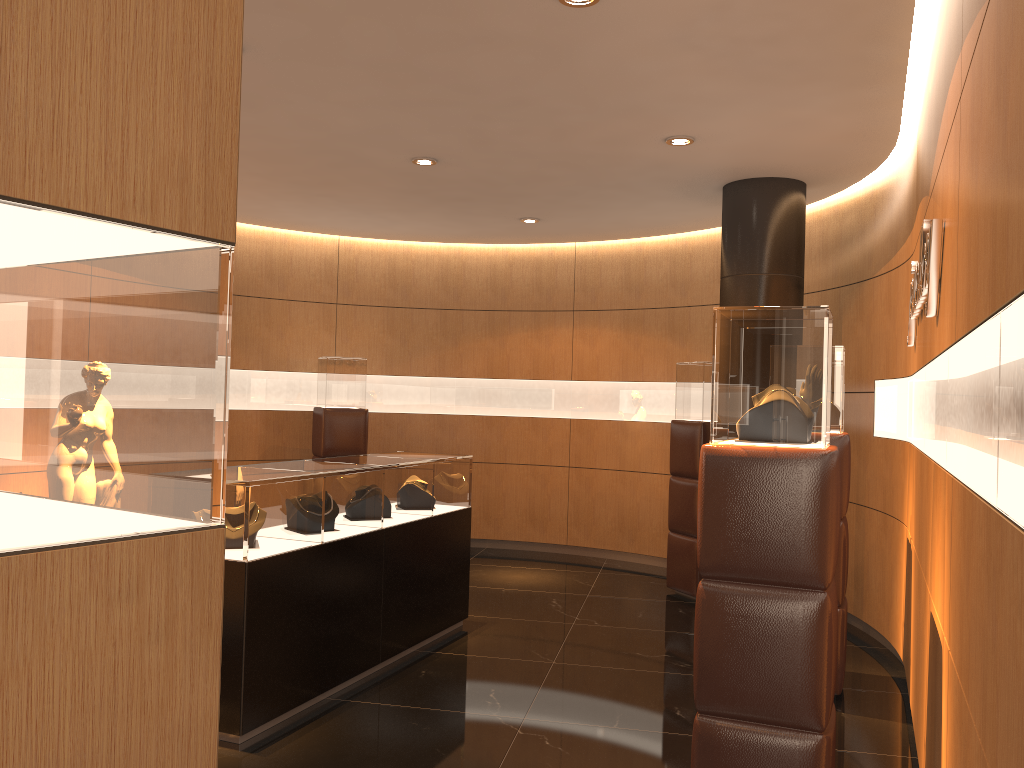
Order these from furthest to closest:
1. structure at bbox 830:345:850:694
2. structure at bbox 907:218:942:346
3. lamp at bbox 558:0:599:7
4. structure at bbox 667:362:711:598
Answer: structure at bbox 667:362:711:598 < structure at bbox 830:345:850:694 < lamp at bbox 558:0:599:7 < structure at bbox 907:218:942:346

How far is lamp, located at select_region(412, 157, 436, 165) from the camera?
6.2 meters

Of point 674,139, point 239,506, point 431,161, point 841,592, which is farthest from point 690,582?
point 239,506

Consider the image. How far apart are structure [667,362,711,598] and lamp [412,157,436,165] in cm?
283

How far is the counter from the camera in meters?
4.1 m

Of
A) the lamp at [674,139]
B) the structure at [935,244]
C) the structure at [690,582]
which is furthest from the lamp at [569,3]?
the structure at [690,582]

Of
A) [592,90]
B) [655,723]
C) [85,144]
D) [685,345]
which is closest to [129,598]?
[85,144]

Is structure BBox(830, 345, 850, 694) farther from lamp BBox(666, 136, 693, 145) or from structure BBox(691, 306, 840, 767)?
structure BBox(691, 306, 840, 767)

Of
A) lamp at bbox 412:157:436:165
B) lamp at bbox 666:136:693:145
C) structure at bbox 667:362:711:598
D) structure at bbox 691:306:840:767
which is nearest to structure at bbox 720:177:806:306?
structure at bbox 667:362:711:598

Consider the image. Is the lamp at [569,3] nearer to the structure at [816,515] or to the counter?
the structure at [816,515]
